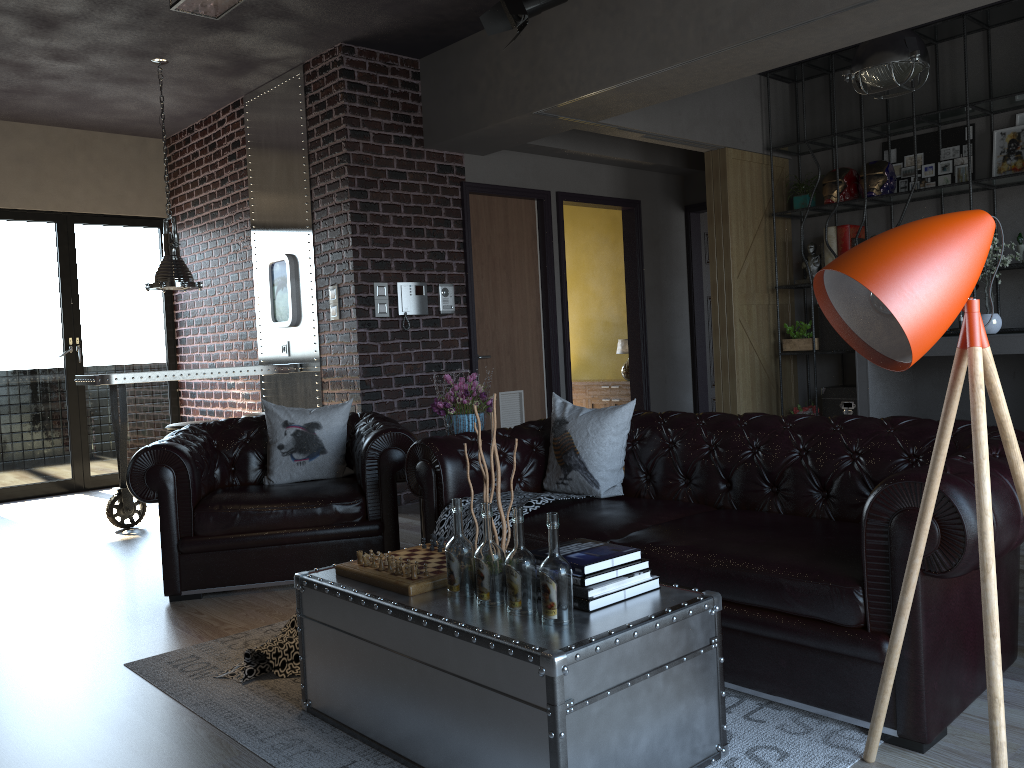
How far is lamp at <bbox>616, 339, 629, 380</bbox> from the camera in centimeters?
905cm

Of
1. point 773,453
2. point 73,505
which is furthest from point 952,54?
point 73,505

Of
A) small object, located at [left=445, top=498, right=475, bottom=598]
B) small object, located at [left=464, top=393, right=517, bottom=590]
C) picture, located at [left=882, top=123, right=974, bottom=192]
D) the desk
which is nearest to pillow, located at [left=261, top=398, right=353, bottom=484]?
small object, located at [left=464, top=393, right=517, bottom=590]

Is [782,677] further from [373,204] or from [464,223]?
[464,223]

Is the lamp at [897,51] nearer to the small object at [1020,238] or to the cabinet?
the small object at [1020,238]

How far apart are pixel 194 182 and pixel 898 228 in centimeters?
775cm

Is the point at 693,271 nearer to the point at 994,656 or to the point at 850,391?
the point at 850,391

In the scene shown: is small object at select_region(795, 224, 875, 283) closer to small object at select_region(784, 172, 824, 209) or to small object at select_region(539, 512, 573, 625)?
A: small object at select_region(784, 172, 824, 209)

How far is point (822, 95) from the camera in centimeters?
793cm

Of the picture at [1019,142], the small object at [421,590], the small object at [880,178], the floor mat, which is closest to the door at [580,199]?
the small object at [880,178]
